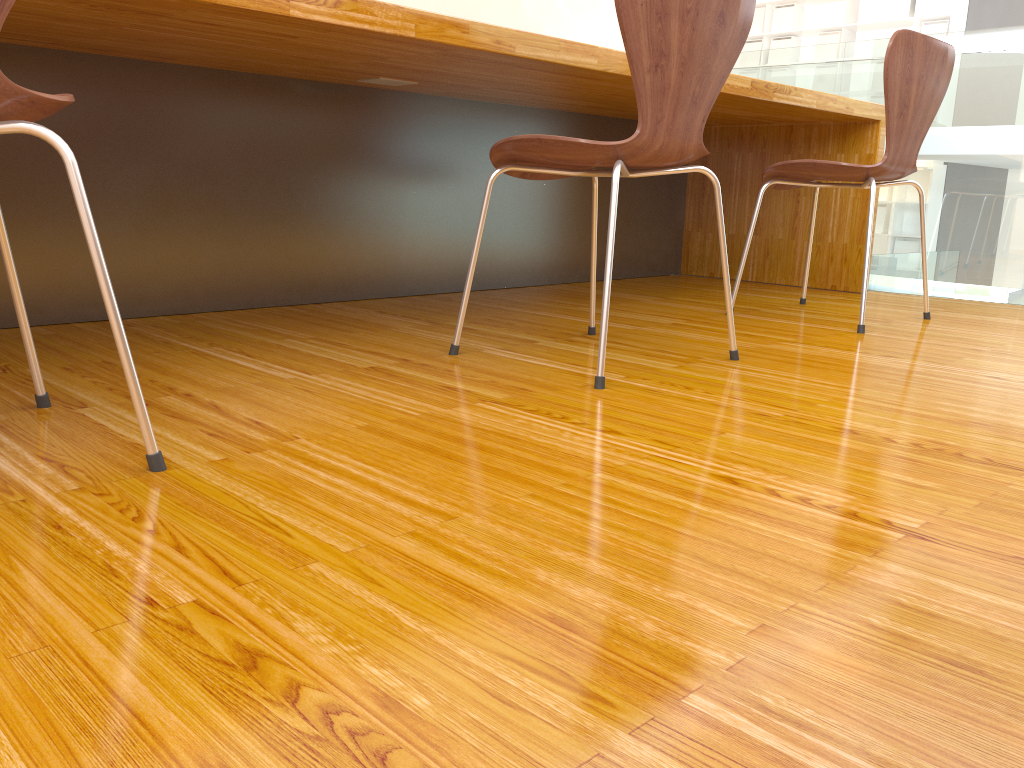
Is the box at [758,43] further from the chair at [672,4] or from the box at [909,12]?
the chair at [672,4]

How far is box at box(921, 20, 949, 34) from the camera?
8.45m

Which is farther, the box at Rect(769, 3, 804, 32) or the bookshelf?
the box at Rect(769, 3, 804, 32)

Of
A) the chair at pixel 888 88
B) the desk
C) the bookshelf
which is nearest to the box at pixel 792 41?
the bookshelf

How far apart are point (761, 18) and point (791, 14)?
0.4m

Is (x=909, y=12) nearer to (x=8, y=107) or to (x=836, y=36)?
(x=836, y=36)

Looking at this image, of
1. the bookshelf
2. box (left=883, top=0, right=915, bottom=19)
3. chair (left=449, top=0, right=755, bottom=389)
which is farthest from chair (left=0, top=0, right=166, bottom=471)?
box (left=883, top=0, right=915, bottom=19)

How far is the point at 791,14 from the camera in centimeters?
949cm

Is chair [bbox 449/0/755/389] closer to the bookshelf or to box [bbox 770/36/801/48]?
the bookshelf

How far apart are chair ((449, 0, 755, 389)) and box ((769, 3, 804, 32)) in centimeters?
886cm
